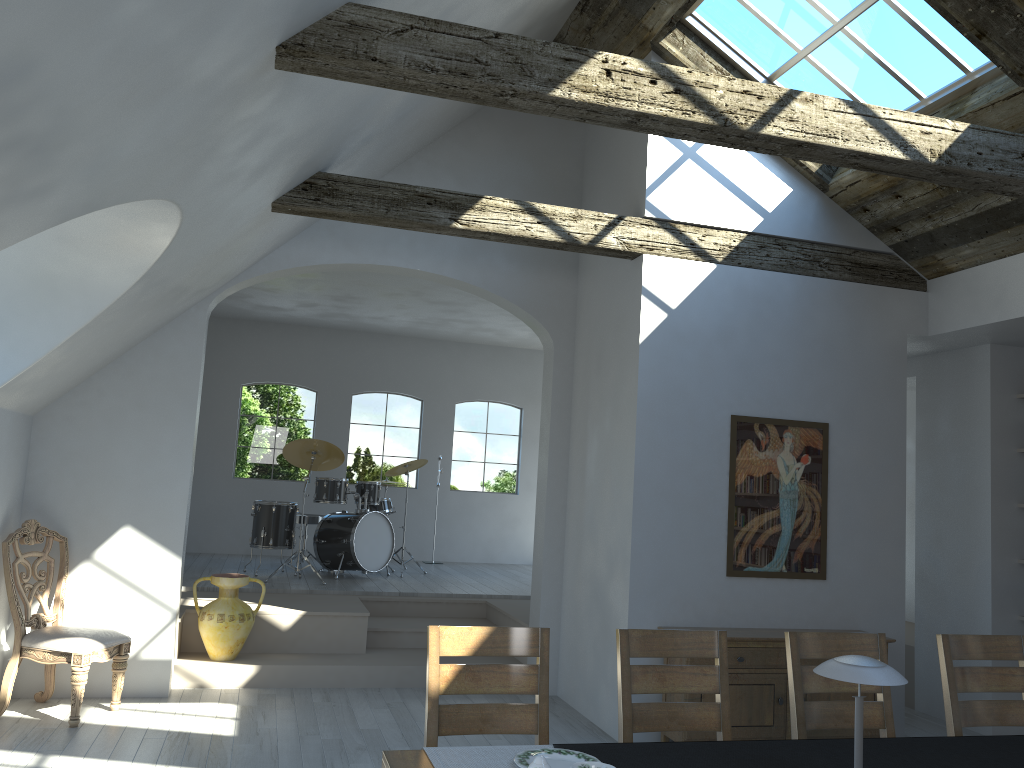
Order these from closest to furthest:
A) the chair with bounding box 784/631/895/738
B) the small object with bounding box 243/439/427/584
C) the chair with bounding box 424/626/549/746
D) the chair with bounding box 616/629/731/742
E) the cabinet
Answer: the chair with bounding box 424/626/549/746 < the chair with bounding box 616/629/731/742 < the chair with bounding box 784/631/895/738 < the cabinet < the small object with bounding box 243/439/427/584

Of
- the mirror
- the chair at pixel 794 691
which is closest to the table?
the chair at pixel 794 691

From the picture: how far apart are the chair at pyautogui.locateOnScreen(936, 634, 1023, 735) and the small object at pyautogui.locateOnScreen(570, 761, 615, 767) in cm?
219

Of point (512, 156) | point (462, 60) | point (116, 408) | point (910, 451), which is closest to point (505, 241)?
point (512, 156)

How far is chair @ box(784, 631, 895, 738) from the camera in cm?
356

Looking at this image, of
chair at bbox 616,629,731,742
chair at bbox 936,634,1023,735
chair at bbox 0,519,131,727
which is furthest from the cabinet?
chair at bbox 0,519,131,727

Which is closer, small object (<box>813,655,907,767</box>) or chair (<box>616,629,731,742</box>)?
small object (<box>813,655,907,767</box>)

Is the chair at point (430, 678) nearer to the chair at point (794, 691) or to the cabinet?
the chair at point (794, 691)

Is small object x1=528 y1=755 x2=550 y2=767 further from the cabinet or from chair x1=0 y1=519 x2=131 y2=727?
chair x1=0 y1=519 x2=131 y2=727

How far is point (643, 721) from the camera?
3.4m
